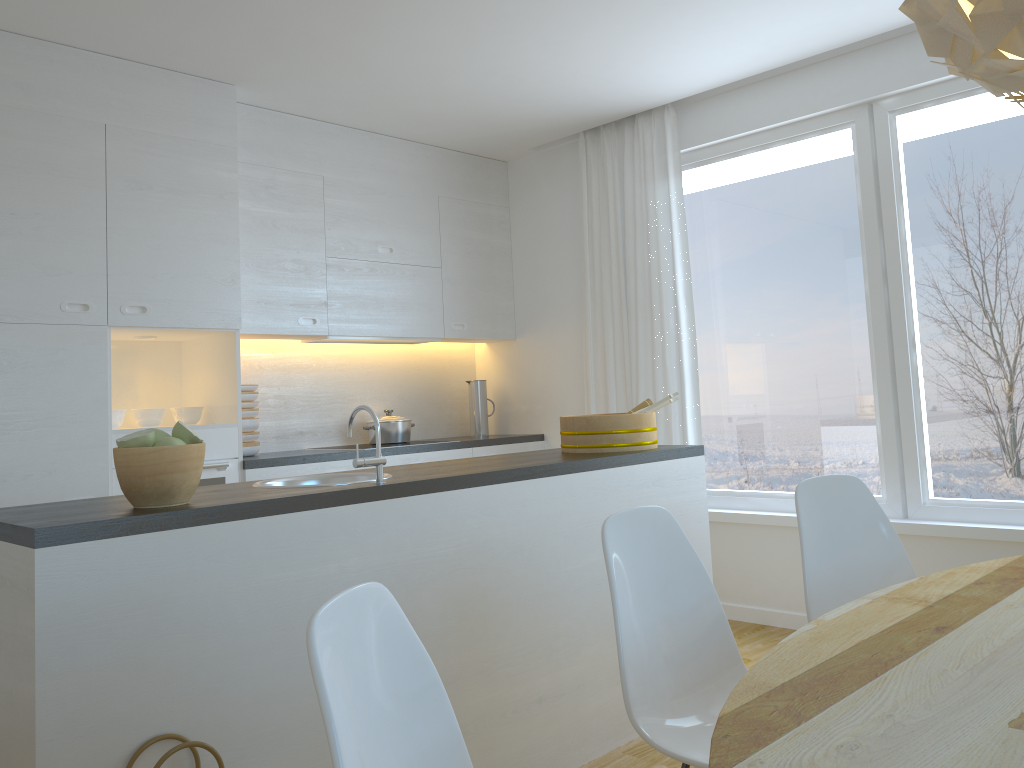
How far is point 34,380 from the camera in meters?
3.4 m

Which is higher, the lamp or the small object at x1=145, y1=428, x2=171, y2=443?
the lamp

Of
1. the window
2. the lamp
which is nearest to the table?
the lamp

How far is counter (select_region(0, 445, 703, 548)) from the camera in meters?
1.8 m

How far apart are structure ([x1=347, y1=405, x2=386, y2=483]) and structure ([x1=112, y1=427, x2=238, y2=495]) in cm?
168

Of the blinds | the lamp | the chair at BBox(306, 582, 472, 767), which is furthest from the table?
the blinds

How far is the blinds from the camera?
4.7 meters

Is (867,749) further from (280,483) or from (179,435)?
(280,483)

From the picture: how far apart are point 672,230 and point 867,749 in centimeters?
386cm

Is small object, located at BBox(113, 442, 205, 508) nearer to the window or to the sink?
the sink
